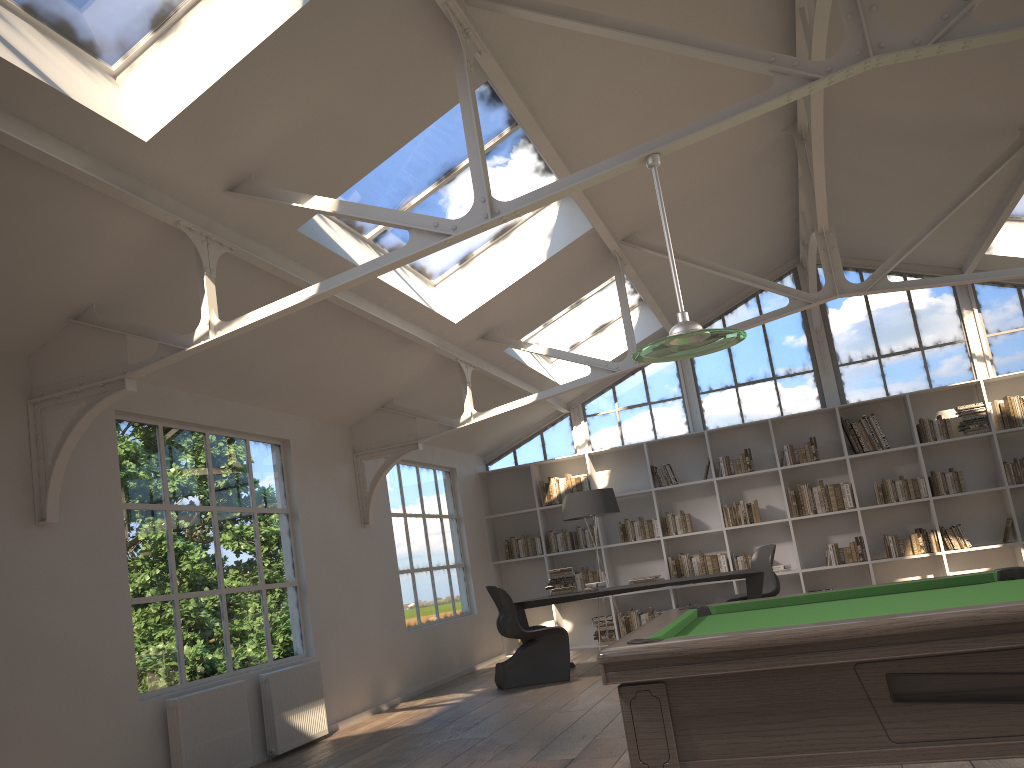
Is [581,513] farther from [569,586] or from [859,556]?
[859,556]

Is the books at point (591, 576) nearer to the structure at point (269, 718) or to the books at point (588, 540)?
the books at point (588, 540)

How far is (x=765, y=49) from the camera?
6.0m

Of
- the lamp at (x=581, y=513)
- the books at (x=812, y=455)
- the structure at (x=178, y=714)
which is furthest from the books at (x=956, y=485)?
the structure at (x=178, y=714)

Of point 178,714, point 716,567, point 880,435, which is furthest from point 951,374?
point 178,714

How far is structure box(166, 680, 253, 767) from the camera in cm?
504

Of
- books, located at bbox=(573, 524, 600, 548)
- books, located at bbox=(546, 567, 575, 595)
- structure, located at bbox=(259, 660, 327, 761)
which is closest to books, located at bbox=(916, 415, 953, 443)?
books, located at bbox=(573, 524, 600, 548)

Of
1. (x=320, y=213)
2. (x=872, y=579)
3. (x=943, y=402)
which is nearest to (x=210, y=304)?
(x=320, y=213)

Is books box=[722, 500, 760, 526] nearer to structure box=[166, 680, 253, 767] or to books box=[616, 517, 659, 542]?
books box=[616, 517, 659, 542]

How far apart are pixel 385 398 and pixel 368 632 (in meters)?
2.05
